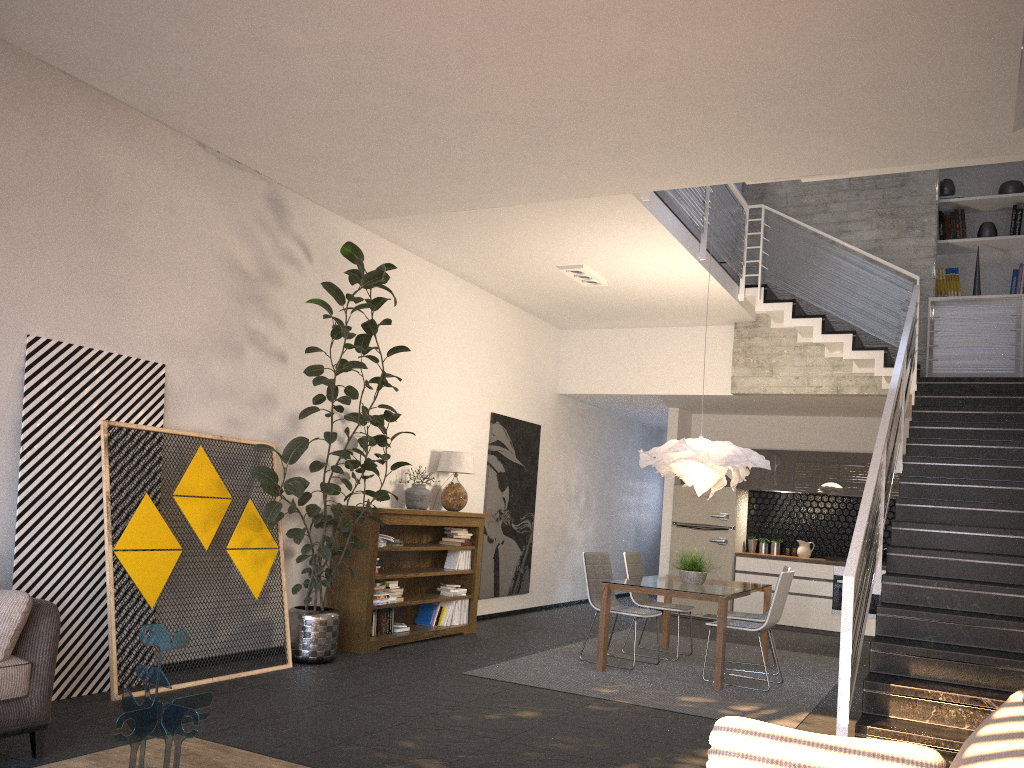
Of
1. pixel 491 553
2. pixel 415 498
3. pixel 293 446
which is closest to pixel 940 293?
pixel 491 553

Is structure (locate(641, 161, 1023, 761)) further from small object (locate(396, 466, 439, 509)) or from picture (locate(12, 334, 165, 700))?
picture (locate(12, 334, 165, 700))

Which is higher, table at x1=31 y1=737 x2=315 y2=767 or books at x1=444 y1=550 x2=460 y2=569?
books at x1=444 y1=550 x2=460 y2=569

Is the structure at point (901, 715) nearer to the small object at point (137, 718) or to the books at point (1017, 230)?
the books at point (1017, 230)

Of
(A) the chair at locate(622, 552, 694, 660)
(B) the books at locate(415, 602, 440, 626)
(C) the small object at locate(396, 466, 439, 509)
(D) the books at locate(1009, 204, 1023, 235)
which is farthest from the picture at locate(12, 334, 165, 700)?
(D) the books at locate(1009, 204, 1023, 235)

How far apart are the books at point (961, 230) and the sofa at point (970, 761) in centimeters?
852cm

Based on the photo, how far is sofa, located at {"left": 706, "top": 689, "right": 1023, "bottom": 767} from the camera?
1.8 meters

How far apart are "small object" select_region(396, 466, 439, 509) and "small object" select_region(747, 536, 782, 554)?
5.3 meters

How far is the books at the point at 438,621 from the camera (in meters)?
8.20

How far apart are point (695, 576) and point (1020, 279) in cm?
491
